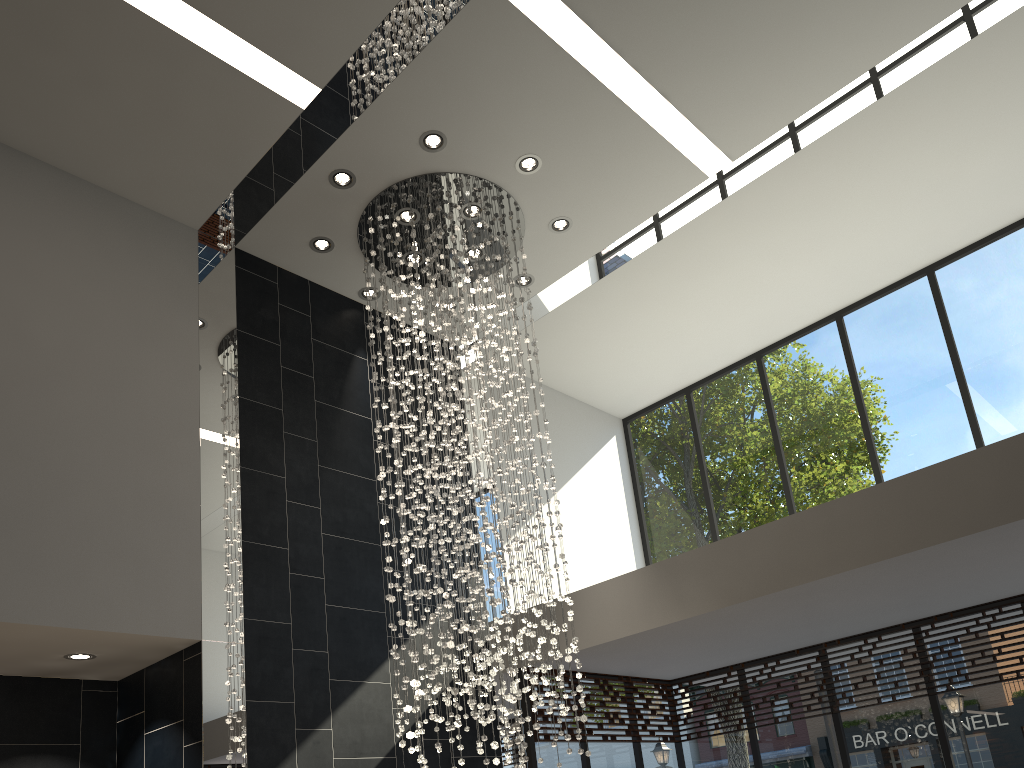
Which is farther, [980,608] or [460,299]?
[980,608]

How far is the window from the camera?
7.01m

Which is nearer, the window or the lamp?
the lamp

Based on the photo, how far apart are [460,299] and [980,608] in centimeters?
488cm

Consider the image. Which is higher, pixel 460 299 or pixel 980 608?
pixel 460 299

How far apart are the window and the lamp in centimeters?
124cm

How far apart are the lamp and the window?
1.2 meters

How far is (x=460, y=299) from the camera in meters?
6.2 m

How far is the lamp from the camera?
6.16m

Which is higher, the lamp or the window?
the lamp
